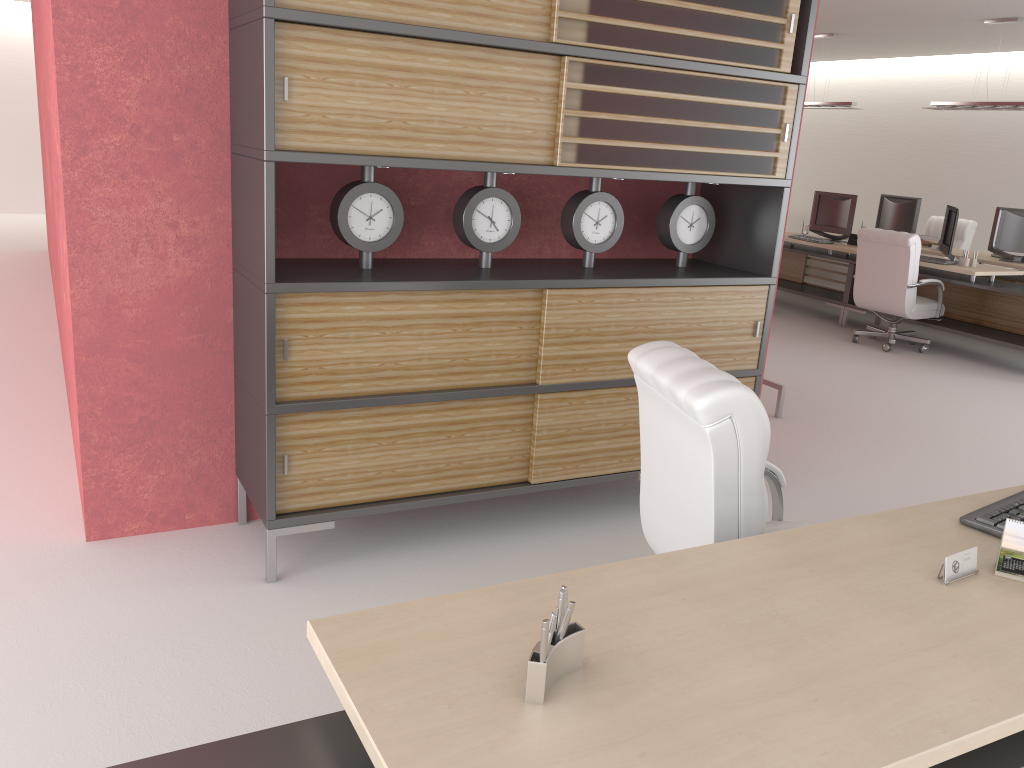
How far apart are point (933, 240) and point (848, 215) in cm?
161

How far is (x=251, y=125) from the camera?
4.54m

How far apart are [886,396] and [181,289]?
7.8 meters

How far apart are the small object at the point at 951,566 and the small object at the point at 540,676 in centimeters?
136cm

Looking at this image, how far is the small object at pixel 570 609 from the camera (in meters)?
2.12

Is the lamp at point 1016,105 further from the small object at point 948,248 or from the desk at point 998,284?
the desk at point 998,284

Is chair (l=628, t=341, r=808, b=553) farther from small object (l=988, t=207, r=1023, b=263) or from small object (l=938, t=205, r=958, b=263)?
small object (l=988, t=207, r=1023, b=263)

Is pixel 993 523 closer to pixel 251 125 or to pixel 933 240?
pixel 251 125

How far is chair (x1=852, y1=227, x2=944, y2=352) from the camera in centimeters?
1177cm

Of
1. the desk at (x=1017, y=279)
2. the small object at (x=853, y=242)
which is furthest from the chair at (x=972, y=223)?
the small object at (x=853, y=242)
